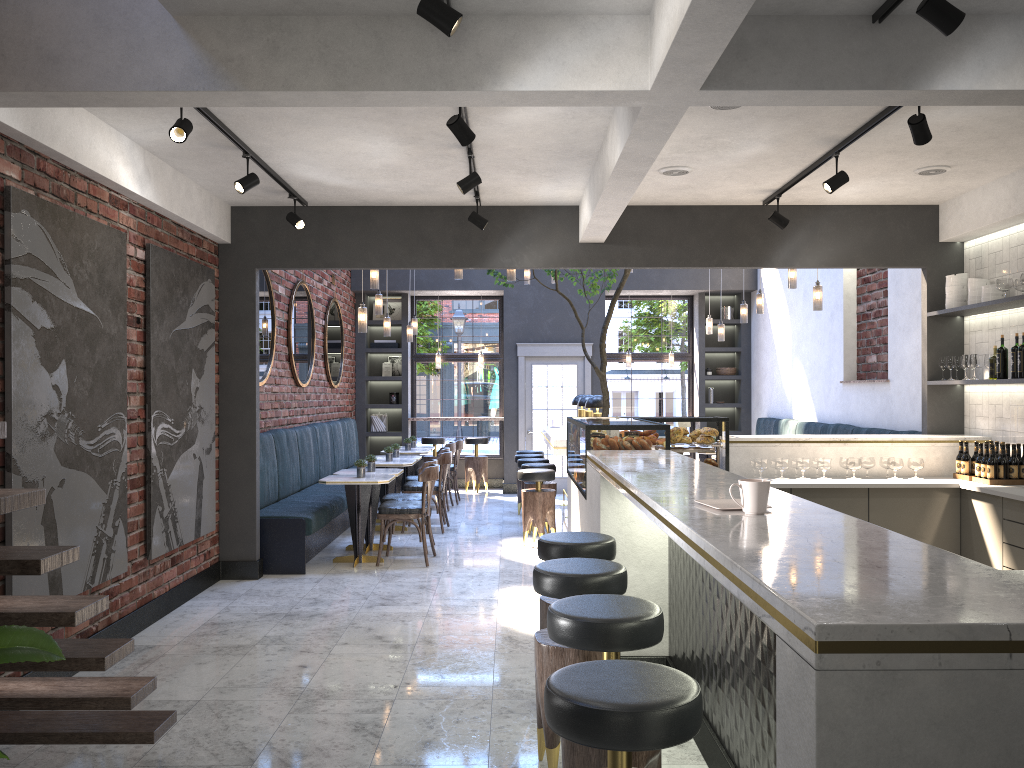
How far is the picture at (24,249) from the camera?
4.20m

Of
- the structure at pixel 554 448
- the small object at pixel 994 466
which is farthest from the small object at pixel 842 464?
the structure at pixel 554 448

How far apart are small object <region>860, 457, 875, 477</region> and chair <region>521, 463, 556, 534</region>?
3.5 meters

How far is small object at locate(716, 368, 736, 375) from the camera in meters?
13.5 m

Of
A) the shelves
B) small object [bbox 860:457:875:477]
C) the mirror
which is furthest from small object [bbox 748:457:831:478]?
the mirror

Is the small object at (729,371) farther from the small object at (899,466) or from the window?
the small object at (899,466)

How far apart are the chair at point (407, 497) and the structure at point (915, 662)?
2.1m

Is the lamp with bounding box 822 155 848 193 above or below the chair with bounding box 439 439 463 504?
above

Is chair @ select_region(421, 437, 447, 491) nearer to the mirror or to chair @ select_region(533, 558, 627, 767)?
the mirror

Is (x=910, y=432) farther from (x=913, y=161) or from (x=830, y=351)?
(x=913, y=161)
